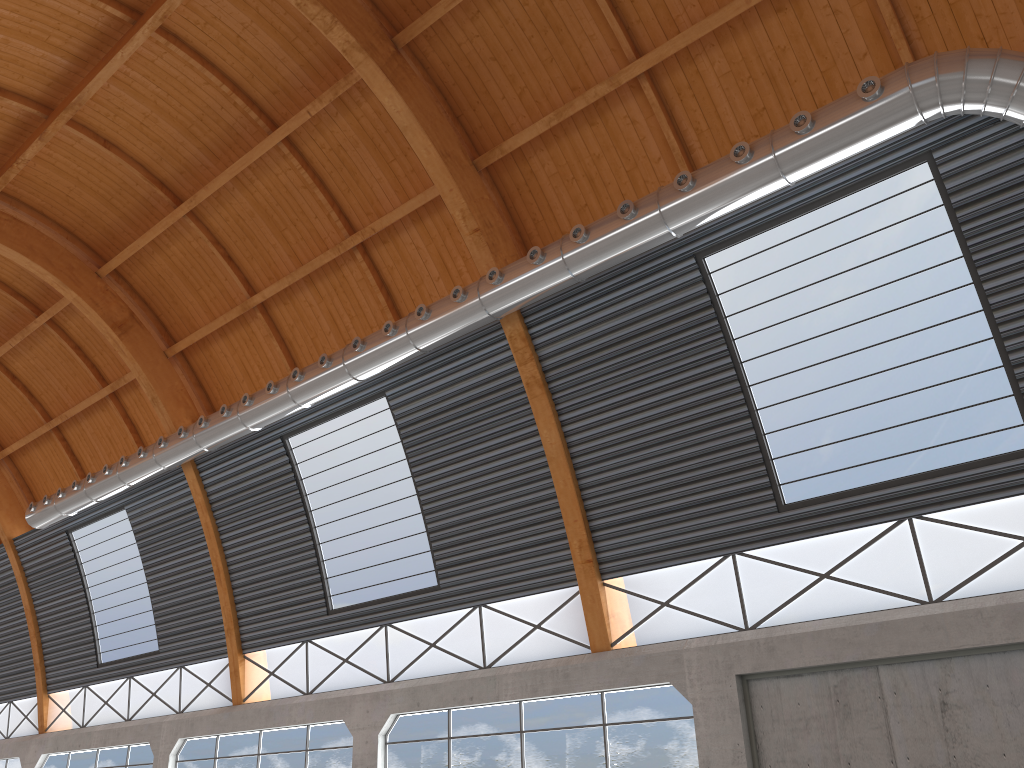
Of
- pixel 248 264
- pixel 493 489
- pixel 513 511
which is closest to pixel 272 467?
pixel 248 264

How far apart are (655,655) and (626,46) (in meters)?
15.12
